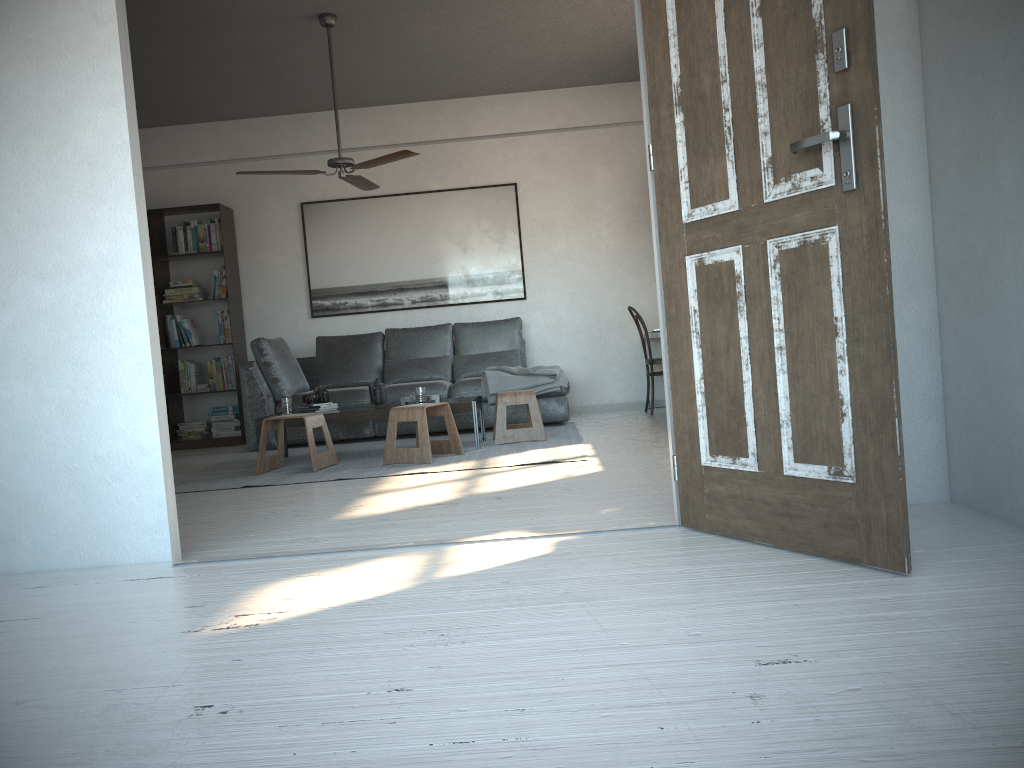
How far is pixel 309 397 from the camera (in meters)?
6.03

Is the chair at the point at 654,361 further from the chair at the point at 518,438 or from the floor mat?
the chair at the point at 518,438

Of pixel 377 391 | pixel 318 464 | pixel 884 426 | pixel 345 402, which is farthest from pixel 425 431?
pixel 884 426

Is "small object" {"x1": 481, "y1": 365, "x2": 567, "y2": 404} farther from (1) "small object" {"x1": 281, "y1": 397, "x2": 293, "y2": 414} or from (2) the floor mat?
(1) "small object" {"x1": 281, "y1": 397, "x2": 293, "y2": 414}

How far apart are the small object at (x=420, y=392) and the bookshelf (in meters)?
2.63

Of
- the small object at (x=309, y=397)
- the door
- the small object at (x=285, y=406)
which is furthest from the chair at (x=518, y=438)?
the door

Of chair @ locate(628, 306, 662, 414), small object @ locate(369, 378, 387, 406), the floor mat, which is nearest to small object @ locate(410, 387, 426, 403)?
small object @ locate(369, 378, 387, 406)

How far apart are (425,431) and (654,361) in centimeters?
268cm

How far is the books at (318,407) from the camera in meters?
6.0

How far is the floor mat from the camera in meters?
5.1
